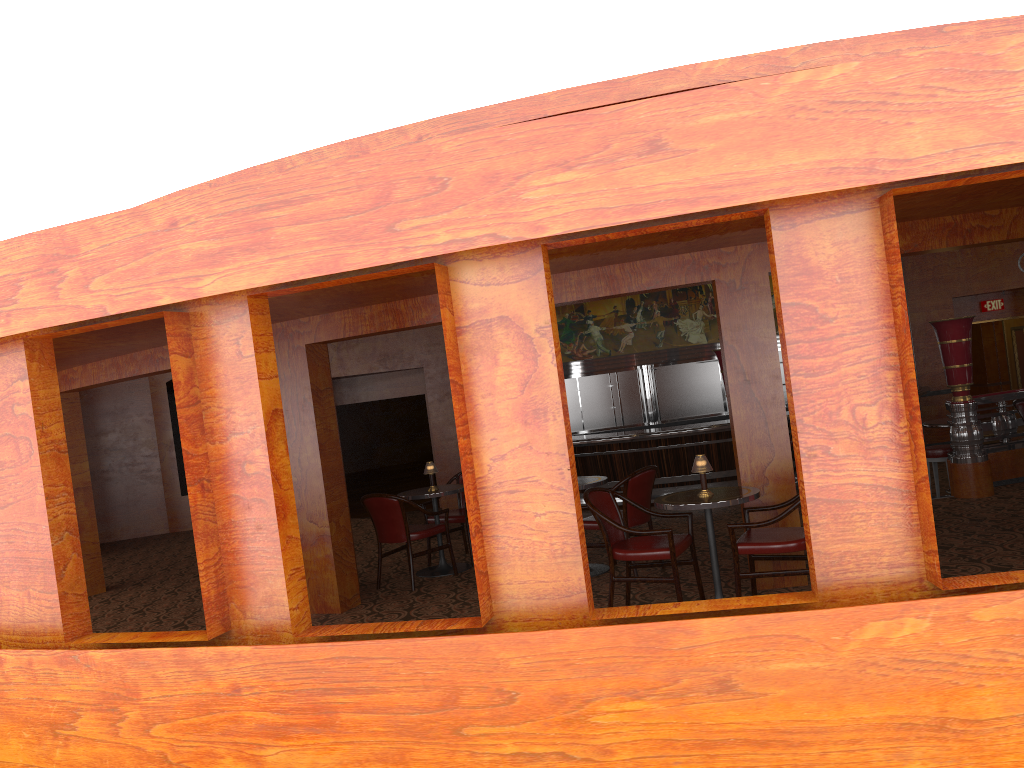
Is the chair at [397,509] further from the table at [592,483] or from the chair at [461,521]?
the table at [592,483]

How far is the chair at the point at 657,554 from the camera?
5.30m

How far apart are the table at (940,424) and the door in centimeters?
794cm

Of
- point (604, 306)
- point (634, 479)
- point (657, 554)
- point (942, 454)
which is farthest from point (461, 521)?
point (604, 306)

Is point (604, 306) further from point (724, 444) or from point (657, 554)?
point (657, 554)

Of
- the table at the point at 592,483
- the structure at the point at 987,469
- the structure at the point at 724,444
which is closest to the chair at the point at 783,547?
the table at the point at 592,483

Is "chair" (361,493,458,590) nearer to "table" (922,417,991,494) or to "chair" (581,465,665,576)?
"chair" (581,465,665,576)

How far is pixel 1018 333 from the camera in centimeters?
1600cm

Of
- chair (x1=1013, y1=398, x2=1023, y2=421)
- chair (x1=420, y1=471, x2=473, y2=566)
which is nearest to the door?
chair (x1=1013, y1=398, x2=1023, y2=421)

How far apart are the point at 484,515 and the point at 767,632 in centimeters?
117cm
